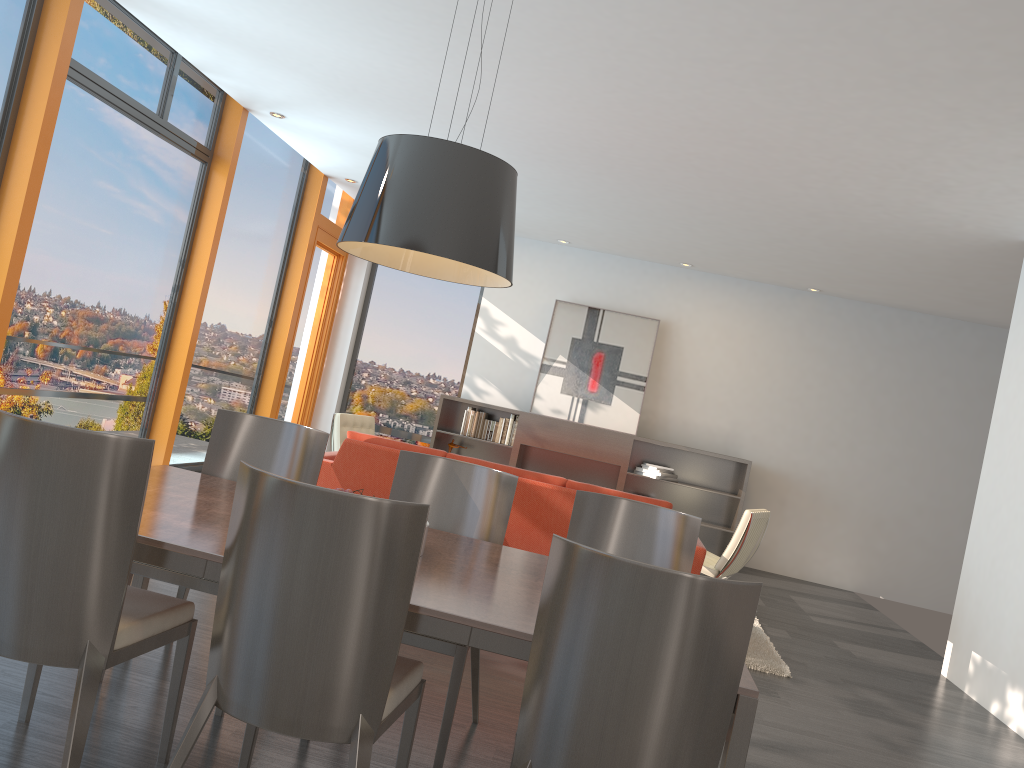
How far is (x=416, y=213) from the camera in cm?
254

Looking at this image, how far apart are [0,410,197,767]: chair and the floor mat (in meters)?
3.65

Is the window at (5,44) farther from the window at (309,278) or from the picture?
the picture

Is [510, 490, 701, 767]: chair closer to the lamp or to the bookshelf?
the lamp

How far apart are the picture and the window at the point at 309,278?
2.54m

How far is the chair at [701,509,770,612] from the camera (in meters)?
6.51

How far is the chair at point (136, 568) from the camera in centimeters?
307cm

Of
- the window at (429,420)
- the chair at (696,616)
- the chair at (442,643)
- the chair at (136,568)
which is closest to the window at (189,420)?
the window at (429,420)

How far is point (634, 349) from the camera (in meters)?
9.94

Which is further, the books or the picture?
the picture
